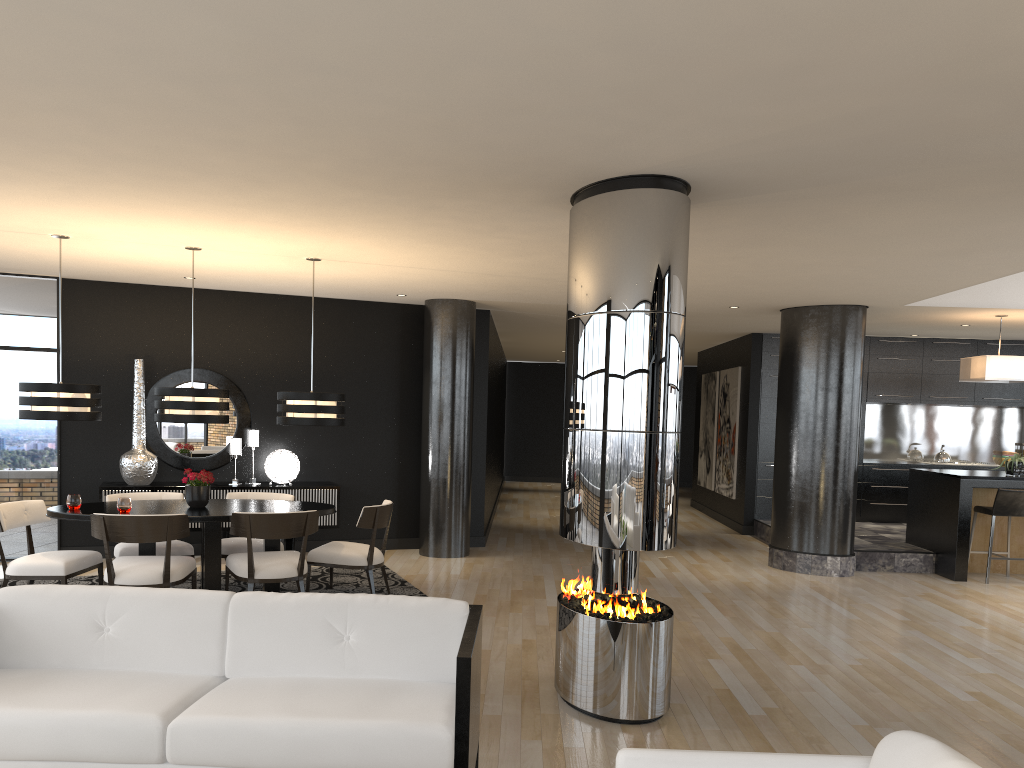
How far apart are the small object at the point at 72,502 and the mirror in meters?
2.5

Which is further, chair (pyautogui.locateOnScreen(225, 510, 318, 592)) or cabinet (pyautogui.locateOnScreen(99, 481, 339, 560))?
cabinet (pyautogui.locateOnScreen(99, 481, 339, 560))

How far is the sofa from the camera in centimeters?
285cm

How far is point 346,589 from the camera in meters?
7.4 m

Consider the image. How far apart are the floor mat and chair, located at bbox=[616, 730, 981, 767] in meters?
5.4 m

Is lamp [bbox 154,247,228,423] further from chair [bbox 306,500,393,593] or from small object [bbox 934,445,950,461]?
small object [bbox 934,445,950,461]

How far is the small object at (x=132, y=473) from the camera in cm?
833

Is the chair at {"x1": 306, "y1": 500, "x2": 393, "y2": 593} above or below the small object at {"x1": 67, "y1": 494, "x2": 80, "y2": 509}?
below

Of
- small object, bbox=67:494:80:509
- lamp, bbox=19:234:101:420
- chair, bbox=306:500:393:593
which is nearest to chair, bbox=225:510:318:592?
chair, bbox=306:500:393:593

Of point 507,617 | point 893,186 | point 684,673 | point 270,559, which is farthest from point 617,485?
point 270,559
